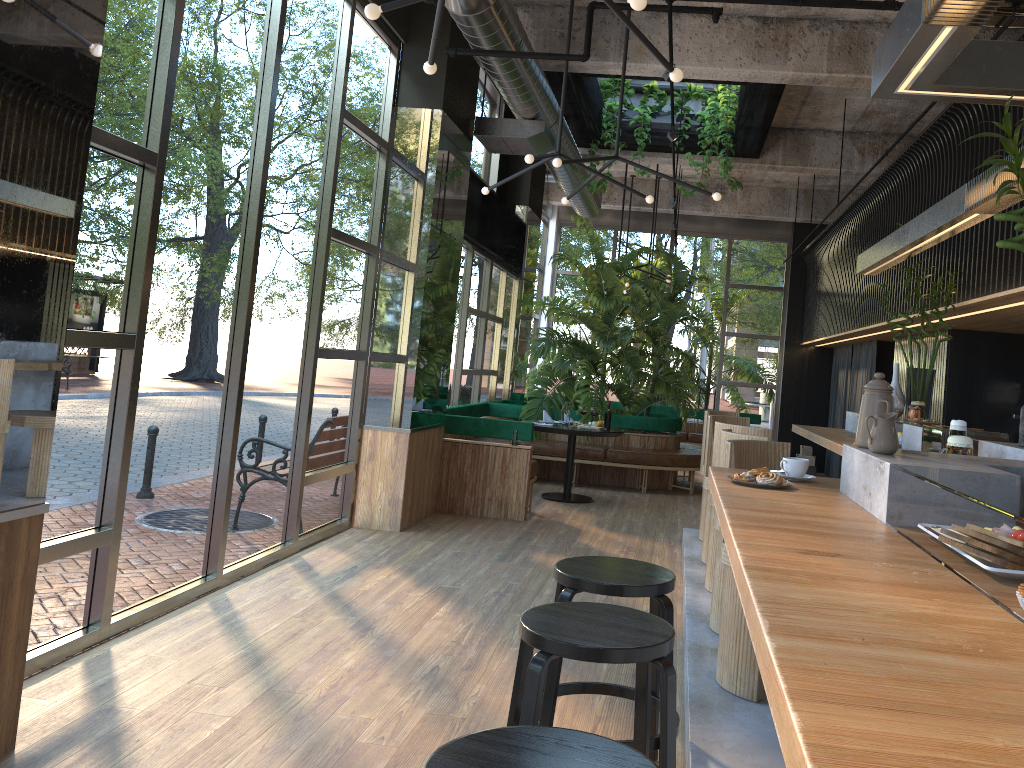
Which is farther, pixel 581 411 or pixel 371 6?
pixel 581 411

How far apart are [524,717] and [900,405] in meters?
4.7

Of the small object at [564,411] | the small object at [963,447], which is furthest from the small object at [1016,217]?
the small object at [564,411]

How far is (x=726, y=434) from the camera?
4.4m

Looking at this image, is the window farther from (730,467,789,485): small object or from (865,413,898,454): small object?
(865,413,898,454): small object

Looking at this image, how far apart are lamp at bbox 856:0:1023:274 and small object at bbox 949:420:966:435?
1.05m

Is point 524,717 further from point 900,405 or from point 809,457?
point 809,457

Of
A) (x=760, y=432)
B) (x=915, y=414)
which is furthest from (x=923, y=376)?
(x=760, y=432)

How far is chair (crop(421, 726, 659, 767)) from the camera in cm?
154

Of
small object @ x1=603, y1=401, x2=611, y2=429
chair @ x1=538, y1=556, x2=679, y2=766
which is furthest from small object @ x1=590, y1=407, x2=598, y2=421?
chair @ x1=538, y1=556, x2=679, y2=766
